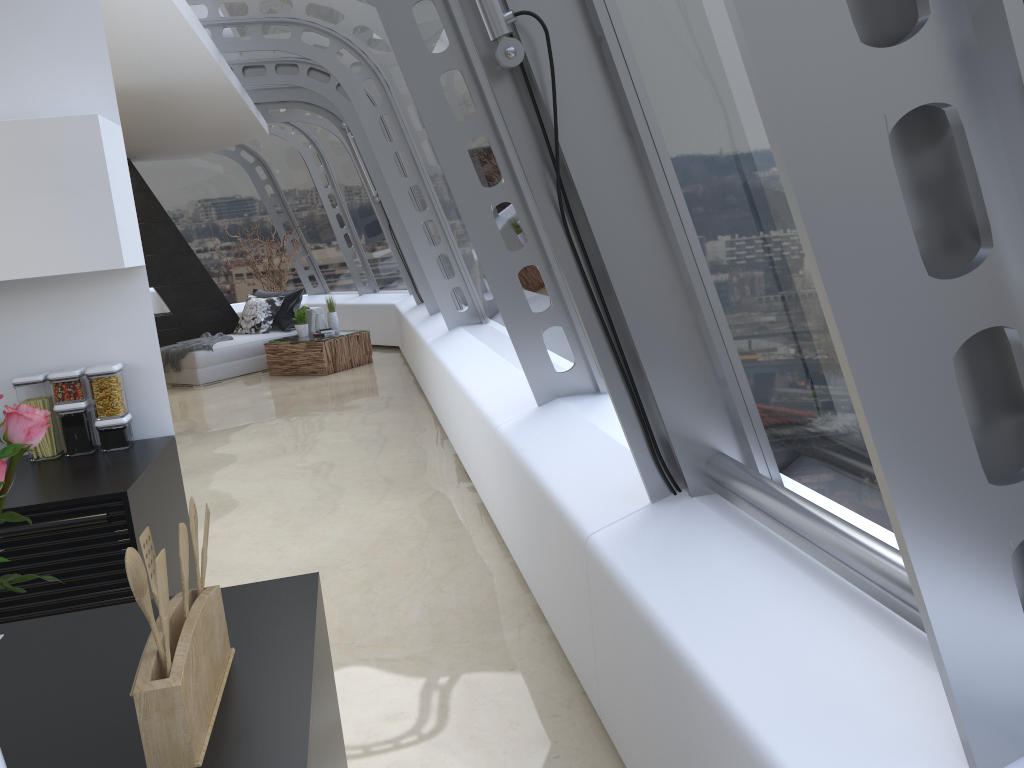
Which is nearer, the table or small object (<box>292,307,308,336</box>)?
the table

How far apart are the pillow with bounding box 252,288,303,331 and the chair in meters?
0.1

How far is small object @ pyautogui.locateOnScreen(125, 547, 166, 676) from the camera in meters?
1.2

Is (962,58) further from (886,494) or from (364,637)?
(364,637)

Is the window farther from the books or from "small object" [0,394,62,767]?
the books

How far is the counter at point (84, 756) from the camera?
1.3m

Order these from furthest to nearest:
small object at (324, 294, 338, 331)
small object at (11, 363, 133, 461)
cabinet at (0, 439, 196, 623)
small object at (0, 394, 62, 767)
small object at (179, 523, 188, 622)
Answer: small object at (324, 294, 338, 331) → small object at (11, 363, 133, 461) → cabinet at (0, 439, 196, 623) → small object at (179, 523, 188, 622) → small object at (0, 394, 62, 767)

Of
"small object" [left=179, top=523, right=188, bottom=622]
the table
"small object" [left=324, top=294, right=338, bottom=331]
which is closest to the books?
the table

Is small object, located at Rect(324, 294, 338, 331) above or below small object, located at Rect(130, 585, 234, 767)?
below

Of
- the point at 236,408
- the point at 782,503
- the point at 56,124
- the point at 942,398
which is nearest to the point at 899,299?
the point at 942,398
